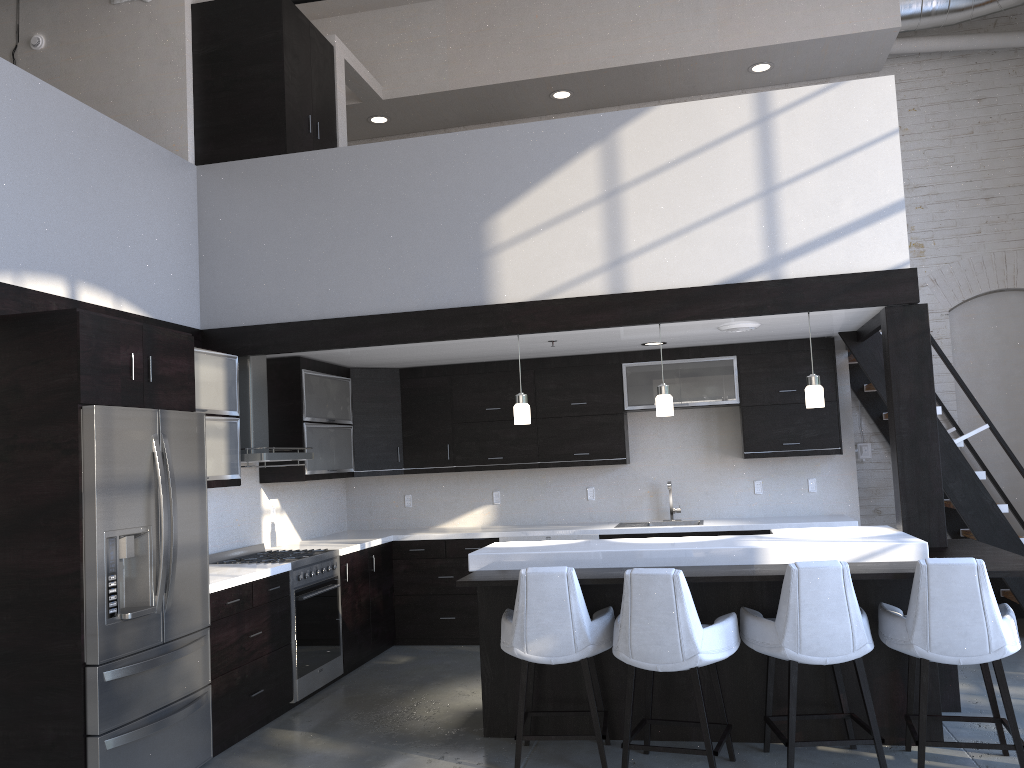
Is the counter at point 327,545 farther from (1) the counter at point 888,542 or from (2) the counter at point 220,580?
(1) the counter at point 888,542

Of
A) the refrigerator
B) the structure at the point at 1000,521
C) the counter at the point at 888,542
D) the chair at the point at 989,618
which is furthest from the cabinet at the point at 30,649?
the chair at the point at 989,618

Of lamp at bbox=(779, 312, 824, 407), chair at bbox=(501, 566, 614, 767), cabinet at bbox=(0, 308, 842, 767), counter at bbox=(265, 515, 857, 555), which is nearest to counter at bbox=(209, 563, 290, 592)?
cabinet at bbox=(0, 308, 842, 767)

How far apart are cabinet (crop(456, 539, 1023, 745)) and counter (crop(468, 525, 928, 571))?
0.10m

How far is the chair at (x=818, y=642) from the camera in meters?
3.8 m

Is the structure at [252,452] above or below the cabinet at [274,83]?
below

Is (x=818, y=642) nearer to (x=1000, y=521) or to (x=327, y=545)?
(x=1000, y=521)

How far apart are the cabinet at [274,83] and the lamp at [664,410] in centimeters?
289cm

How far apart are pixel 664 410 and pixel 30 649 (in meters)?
3.40

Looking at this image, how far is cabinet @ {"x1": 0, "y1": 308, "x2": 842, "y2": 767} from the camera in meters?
3.7 m
